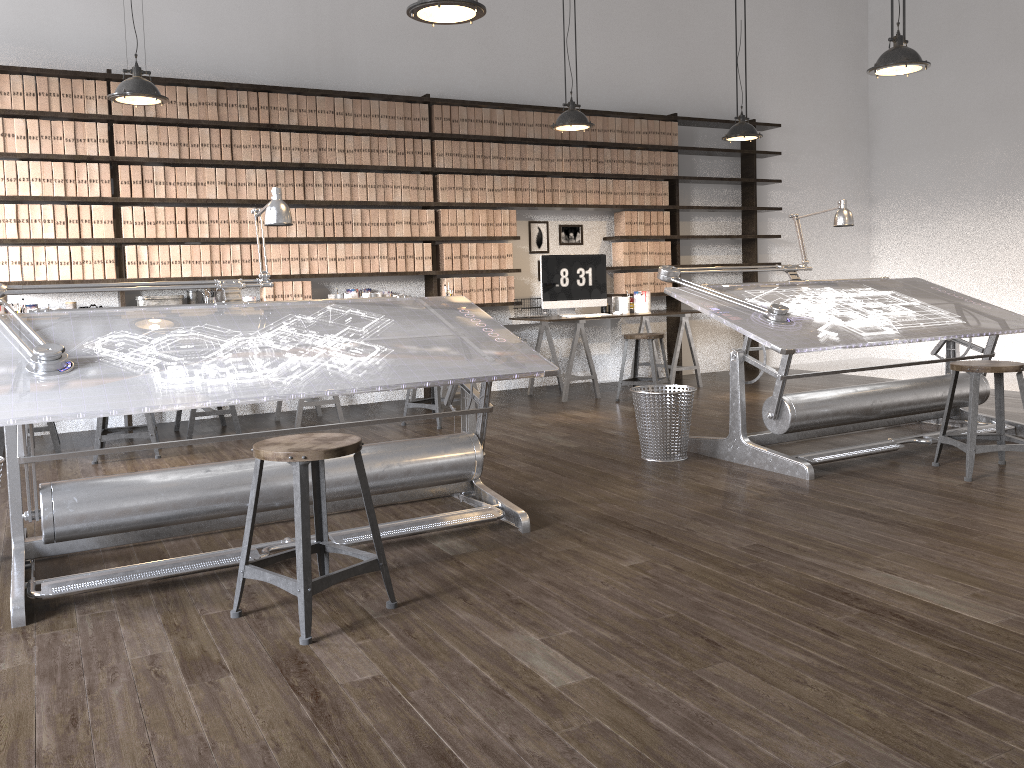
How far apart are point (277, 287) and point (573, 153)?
2.79m

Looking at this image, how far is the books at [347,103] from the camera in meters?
6.6

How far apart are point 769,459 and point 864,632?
2.01m

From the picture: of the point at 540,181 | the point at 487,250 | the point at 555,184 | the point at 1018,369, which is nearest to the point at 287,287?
the point at 487,250

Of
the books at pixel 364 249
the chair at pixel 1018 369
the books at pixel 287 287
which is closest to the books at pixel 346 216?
the books at pixel 364 249

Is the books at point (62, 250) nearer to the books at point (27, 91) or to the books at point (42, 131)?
the books at point (42, 131)

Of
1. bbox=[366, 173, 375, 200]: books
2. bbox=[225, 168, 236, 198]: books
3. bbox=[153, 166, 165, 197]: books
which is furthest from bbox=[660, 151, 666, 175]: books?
bbox=[153, 166, 165, 197]: books

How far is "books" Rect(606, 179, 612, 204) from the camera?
7.8 meters

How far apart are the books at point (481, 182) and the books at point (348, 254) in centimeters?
119cm

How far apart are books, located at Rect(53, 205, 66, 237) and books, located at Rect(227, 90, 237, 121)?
1.3m
